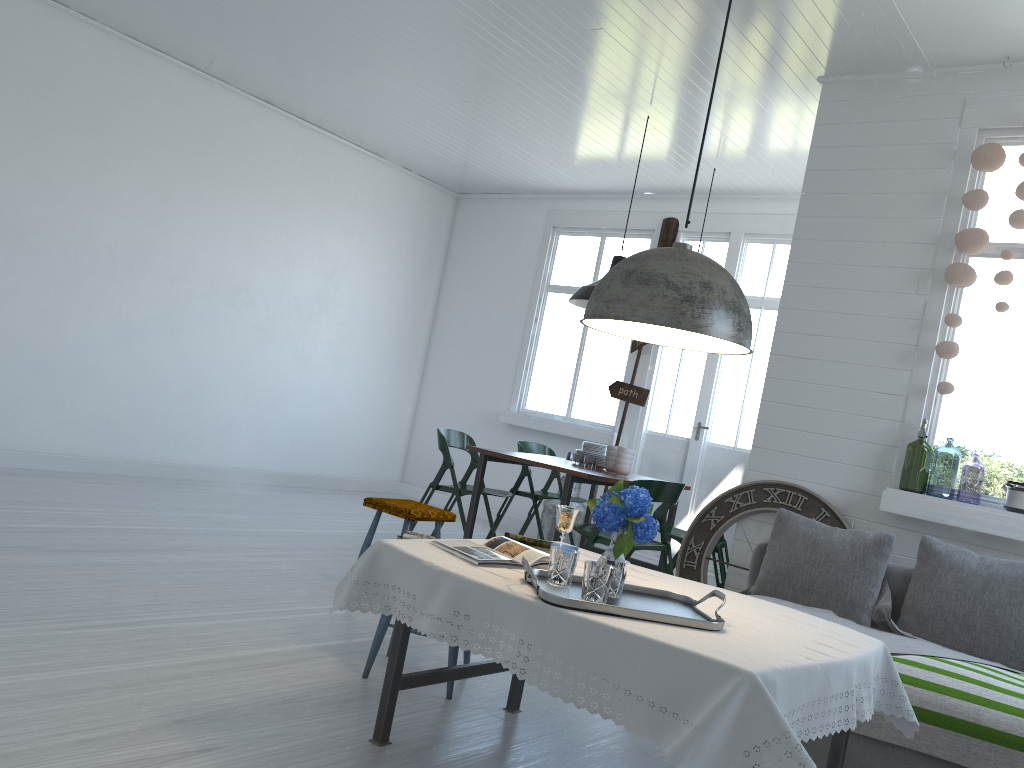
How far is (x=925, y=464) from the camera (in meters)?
7.15

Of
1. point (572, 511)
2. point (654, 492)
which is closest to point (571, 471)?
point (654, 492)

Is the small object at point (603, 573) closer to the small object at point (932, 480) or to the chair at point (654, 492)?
the chair at point (654, 492)

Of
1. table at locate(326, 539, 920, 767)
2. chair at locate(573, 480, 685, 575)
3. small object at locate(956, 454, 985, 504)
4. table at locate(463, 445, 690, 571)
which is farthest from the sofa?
small object at locate(956, 454, 985, 504)

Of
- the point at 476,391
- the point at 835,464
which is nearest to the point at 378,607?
the point at 835,464

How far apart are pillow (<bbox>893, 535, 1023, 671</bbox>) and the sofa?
0.1 meters

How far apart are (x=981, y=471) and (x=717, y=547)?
7.77m

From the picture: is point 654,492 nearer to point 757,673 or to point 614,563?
point 614,563

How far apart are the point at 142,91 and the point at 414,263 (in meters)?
3.58

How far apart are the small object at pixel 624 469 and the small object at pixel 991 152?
2.3m
